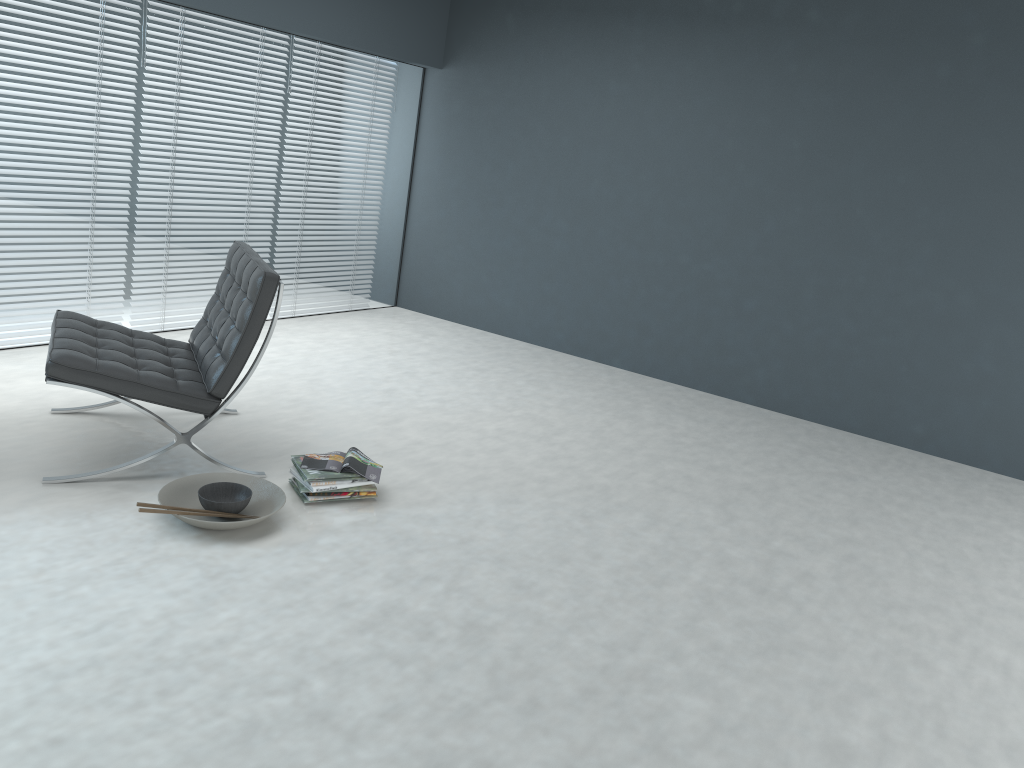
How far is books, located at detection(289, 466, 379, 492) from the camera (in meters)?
2.98

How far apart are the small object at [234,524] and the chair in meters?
0.1 m

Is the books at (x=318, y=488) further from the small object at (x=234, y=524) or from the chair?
the chair

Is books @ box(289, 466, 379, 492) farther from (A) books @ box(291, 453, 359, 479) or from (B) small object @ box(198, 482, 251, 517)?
(B) small object @ box(198, 482, 251, 517)

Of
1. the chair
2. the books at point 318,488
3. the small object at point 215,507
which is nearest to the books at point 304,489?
the books at point 318,488

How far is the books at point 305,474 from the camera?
3.0m

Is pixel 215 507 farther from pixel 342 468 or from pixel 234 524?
pixel 342 468

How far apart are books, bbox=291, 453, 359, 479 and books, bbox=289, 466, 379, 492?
0.0m

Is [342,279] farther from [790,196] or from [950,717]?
[950,717]

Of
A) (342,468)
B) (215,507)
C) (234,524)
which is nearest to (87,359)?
(215,507)
